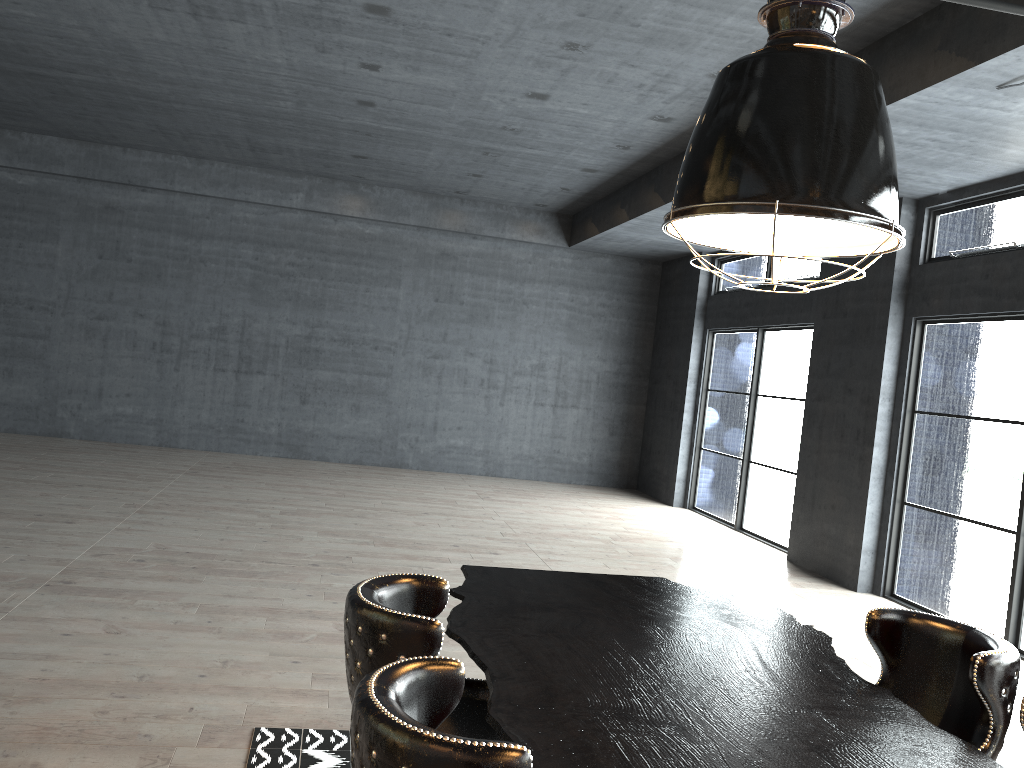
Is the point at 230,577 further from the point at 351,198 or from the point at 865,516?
the point at 351,198

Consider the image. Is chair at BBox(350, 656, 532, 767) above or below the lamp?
below

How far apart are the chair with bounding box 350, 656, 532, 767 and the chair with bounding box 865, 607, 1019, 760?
1.6 meters

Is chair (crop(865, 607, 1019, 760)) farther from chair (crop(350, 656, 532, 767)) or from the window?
the window

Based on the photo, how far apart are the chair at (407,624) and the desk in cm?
10

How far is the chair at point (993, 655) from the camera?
2.5 meters

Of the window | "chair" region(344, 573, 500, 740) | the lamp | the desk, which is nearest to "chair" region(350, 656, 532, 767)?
the desk

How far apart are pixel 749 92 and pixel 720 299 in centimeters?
1084cm

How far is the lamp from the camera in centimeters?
208cm

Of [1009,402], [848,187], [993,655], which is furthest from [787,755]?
[1009,402]
